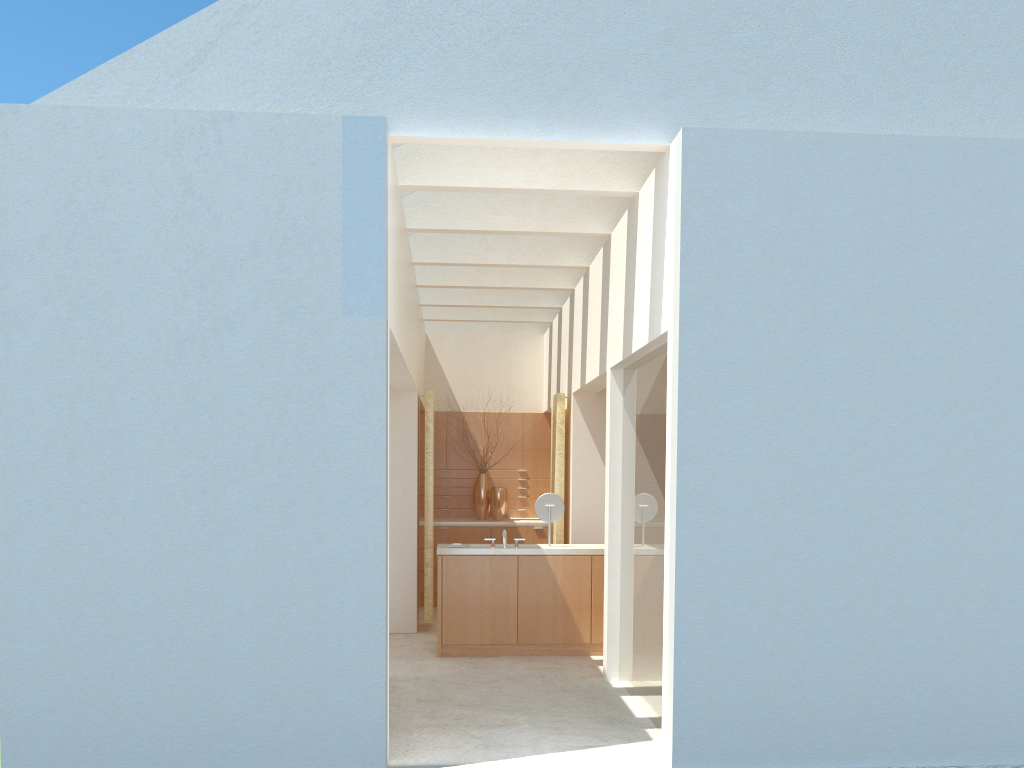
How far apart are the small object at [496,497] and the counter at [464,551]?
6.4 meters

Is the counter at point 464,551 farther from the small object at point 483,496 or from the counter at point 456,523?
the small object at point 483,496

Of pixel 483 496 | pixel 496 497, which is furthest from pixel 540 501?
pixel 483 496

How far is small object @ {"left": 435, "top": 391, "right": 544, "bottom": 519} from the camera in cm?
2570

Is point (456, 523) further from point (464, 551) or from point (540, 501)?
point (464, 551)

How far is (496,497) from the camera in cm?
2541

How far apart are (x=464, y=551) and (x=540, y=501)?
1.9m

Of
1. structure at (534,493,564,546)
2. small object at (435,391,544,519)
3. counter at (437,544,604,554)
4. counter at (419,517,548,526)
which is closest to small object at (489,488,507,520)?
small object at (435,391,544,519)

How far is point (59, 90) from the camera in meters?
11.5 m

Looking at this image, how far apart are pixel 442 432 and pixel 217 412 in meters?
16.7 m
